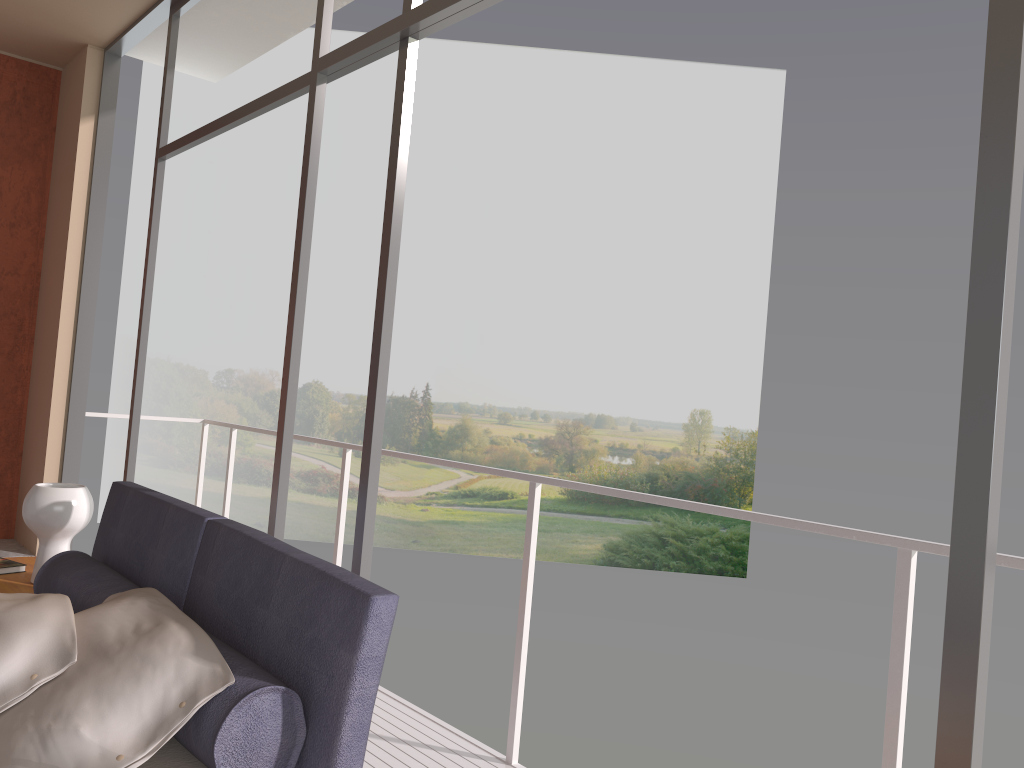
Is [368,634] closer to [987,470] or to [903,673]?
[987,470]

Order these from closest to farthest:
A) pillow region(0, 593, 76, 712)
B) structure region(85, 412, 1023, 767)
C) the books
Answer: pillow region(0, 593, 76, 712) < structure region(85, 412, 1023, 767) < the books

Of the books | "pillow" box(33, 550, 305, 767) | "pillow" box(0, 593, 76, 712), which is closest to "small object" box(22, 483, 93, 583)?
the books

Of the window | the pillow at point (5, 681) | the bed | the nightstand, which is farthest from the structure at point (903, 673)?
the pillow at point (5, 681)

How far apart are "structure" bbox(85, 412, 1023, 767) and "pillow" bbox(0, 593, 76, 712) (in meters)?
1.52

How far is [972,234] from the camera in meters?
1.3 m

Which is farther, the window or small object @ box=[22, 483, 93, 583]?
small object @ box=[22, 483, 93, 583]

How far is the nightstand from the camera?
3.0m

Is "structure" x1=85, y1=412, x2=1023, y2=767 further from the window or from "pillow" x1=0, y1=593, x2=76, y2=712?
"pillow" x1=0, y1=593, x2=76, y2=712

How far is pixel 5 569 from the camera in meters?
3.2 m
